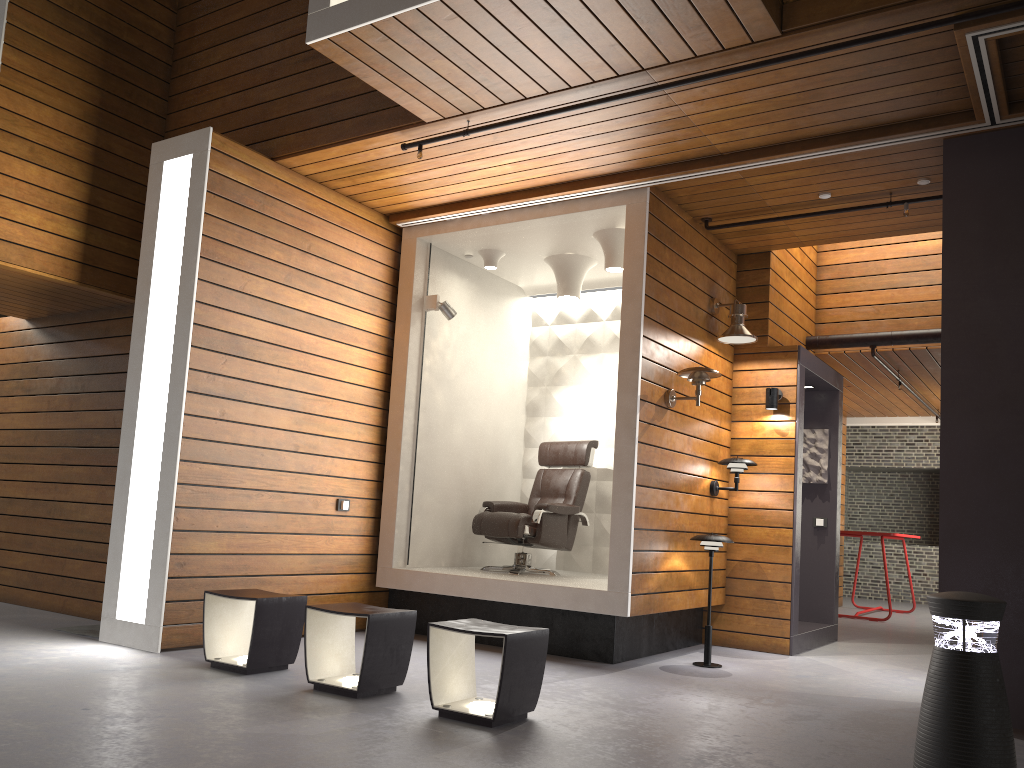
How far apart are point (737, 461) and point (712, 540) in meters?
0.9 m

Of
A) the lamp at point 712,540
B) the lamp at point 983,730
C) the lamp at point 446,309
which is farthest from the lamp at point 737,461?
the lamp at point 983,730

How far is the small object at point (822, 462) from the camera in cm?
771

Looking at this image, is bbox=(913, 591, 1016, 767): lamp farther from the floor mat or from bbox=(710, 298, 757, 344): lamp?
the floor mat

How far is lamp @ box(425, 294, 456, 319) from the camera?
6.6 meters

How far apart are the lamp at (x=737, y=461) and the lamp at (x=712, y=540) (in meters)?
0.79

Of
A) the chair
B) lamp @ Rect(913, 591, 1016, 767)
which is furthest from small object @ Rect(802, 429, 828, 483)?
lamp @ Rect(913, 591, 1016, 767)

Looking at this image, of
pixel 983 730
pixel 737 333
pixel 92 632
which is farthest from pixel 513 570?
pixel 983 730

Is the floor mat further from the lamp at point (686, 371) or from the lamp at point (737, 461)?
the lamp at point (737, 461)

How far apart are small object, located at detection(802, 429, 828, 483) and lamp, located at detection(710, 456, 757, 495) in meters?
1.6
